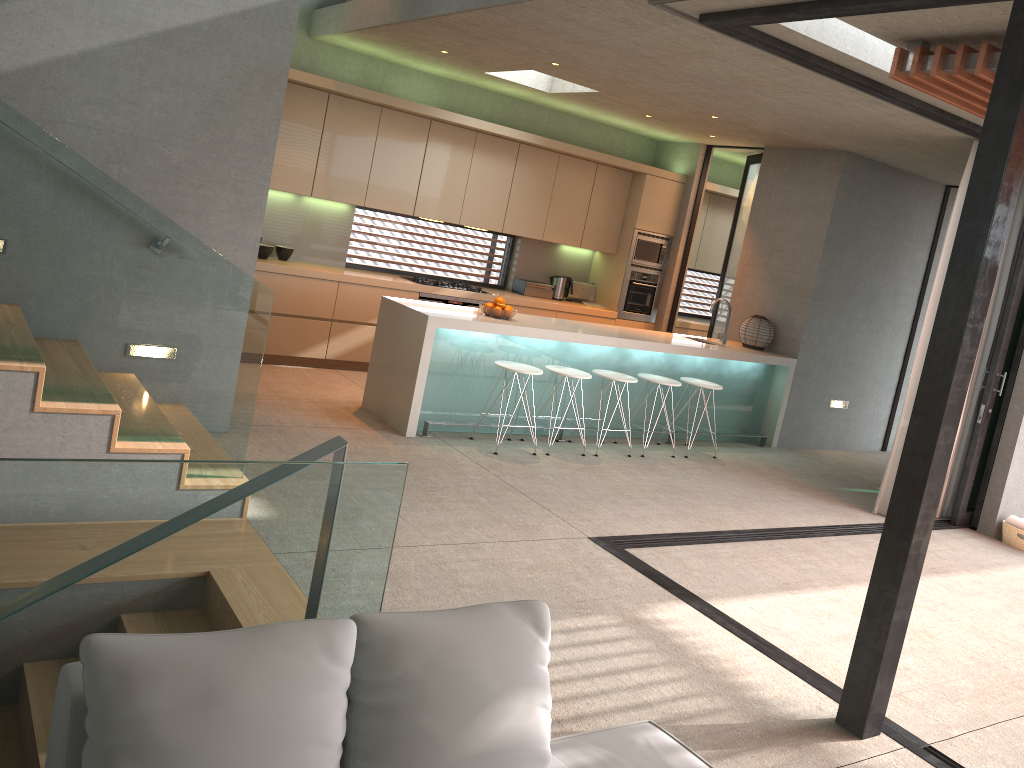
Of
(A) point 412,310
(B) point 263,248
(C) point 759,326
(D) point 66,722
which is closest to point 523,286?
(C) point 759,326

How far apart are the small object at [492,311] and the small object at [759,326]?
2.9m

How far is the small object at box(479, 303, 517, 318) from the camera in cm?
690

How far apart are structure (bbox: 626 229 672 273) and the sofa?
7.70m

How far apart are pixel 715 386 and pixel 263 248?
4.2 meters

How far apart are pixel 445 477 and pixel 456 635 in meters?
3.9 m

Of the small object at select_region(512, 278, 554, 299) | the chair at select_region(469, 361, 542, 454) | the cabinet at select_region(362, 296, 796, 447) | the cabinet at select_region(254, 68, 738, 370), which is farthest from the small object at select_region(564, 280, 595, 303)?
the chair at select_region(469, 361, 542, 454)

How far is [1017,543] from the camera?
6.87m

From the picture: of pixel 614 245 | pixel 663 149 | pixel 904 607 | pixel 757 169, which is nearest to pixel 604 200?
pixel 614 245

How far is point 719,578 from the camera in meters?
4.9 m
